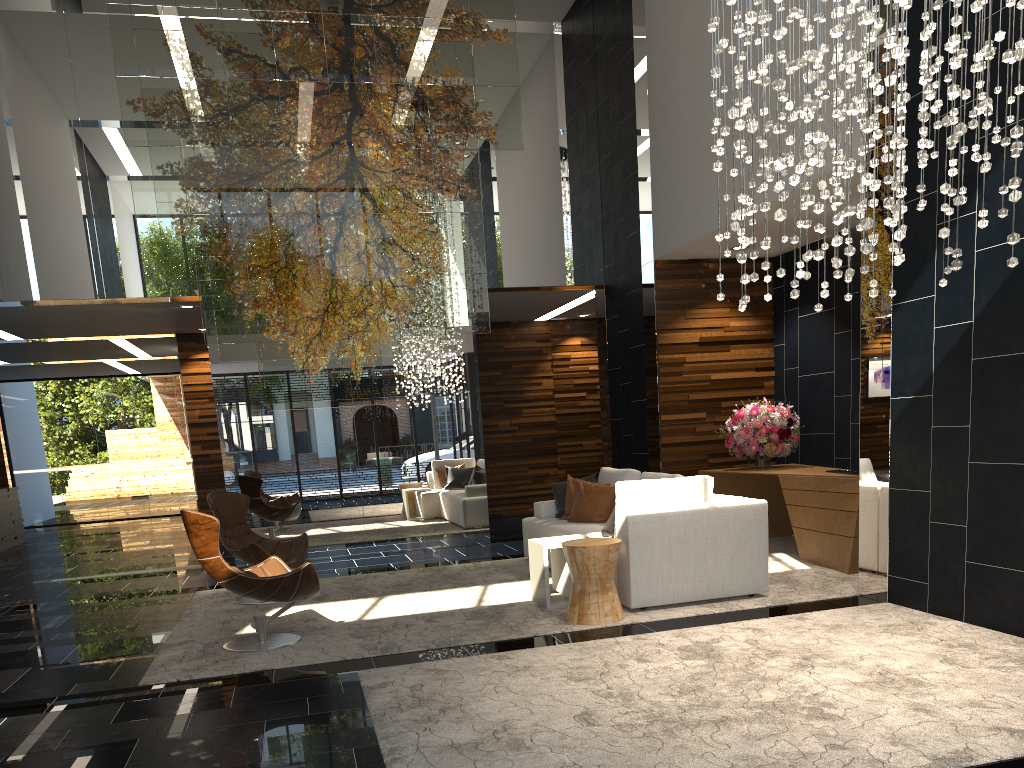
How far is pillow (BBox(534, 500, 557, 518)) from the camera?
8.04m

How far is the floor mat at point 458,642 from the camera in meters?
5.1

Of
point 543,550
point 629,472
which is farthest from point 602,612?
point 629,472

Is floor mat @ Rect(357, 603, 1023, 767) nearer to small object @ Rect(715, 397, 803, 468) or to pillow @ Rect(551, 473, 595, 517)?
small object @ Rect(715, 397, 803, 468)

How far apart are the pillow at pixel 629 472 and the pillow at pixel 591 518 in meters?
0.1

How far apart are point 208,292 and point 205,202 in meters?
0.8 m

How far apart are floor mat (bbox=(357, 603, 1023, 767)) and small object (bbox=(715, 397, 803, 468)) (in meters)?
2.70

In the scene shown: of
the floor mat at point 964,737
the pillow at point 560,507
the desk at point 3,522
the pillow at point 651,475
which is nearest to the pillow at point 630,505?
the pillow at point 651,475

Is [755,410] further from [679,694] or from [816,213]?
[679,694]

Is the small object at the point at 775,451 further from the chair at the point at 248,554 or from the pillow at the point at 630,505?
the chair at the point at 248,554
